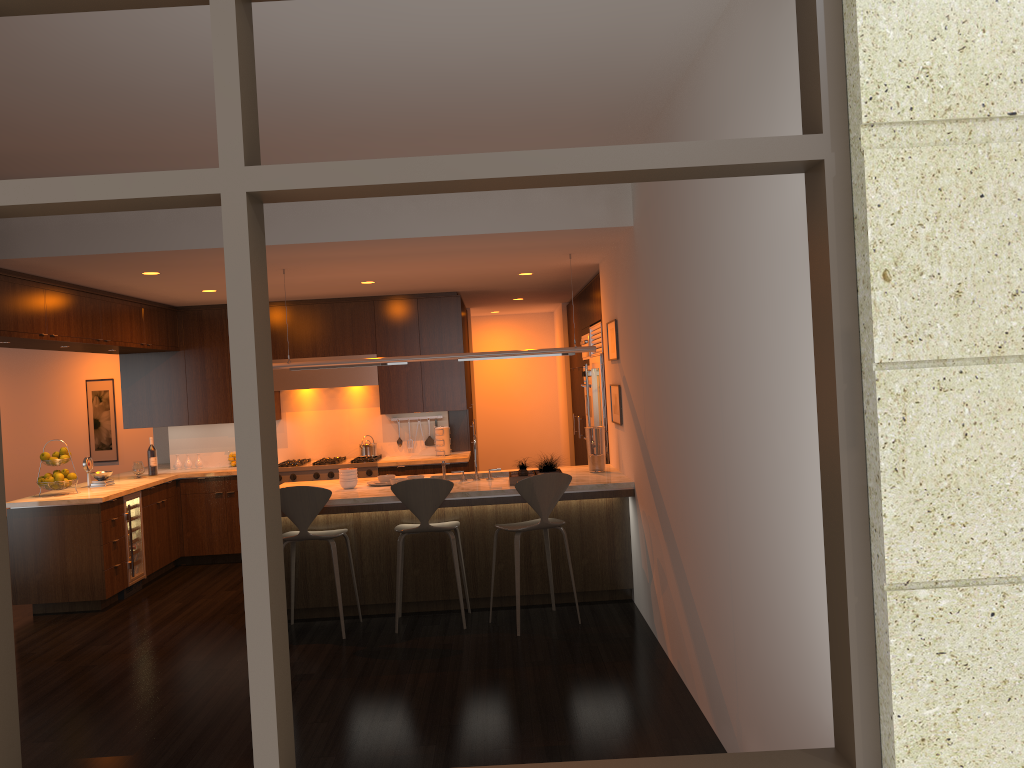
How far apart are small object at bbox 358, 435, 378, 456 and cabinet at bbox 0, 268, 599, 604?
0.42m

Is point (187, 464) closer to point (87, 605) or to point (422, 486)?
point (87, 605)

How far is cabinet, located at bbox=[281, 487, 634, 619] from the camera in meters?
6.4

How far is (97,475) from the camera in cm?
786

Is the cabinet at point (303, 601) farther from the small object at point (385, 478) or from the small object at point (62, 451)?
the small object at point (62, 451)

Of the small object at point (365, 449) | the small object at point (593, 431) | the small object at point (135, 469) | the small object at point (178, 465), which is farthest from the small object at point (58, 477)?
the small object at point (593, 431)

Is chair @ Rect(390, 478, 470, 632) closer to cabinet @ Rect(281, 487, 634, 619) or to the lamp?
cabinet @ Rect(281, 487, 634, 619)

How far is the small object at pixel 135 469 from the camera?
8.4 meters

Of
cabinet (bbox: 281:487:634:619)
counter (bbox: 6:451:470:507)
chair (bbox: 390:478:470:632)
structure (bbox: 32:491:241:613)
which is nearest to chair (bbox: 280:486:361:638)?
cabinet (bbox: 281:487:634:619)

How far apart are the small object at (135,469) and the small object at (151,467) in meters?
0.2
